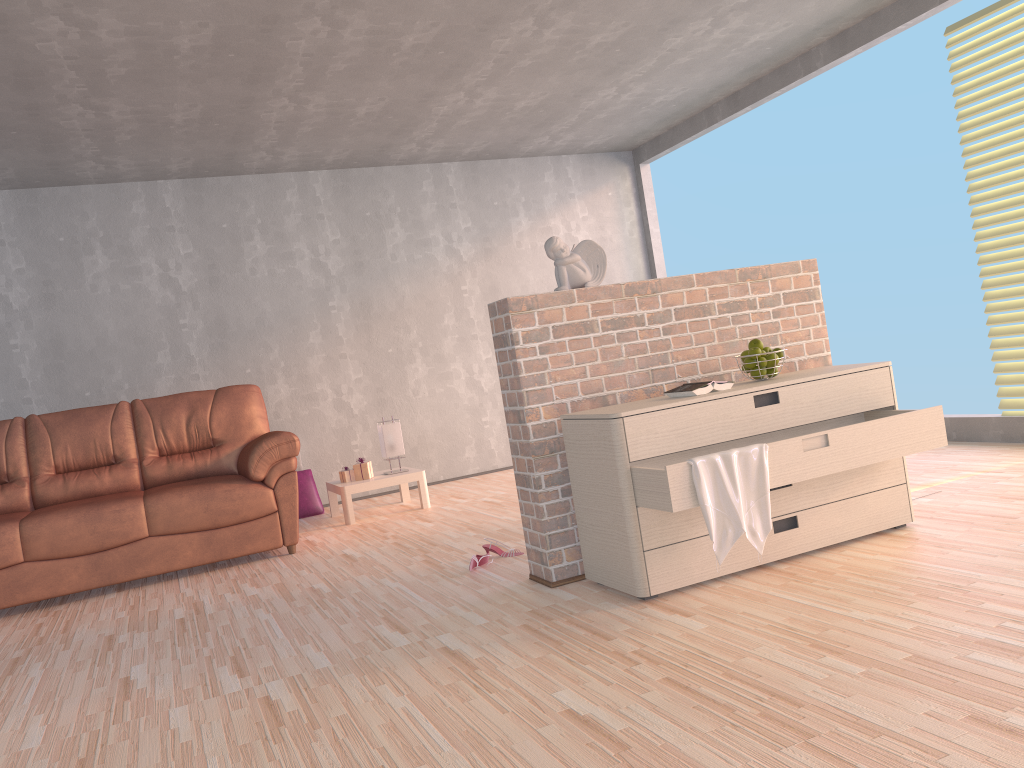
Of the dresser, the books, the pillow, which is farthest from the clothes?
the pillow

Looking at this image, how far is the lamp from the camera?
5.73m

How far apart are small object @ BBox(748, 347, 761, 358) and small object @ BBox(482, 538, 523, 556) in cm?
139

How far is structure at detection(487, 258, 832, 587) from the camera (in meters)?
3.20

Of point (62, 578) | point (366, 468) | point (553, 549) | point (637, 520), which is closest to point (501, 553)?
point (553, 549)

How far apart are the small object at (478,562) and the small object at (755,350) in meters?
1.4

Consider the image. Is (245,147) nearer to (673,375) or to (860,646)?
(673,375)

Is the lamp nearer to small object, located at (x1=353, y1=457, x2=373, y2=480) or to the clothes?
small object, located at (x1=353, y1=457, x2=373, y2=480)

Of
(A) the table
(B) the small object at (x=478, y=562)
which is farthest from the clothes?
(A) the table

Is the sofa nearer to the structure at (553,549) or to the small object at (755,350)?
the structure at (553,549)
